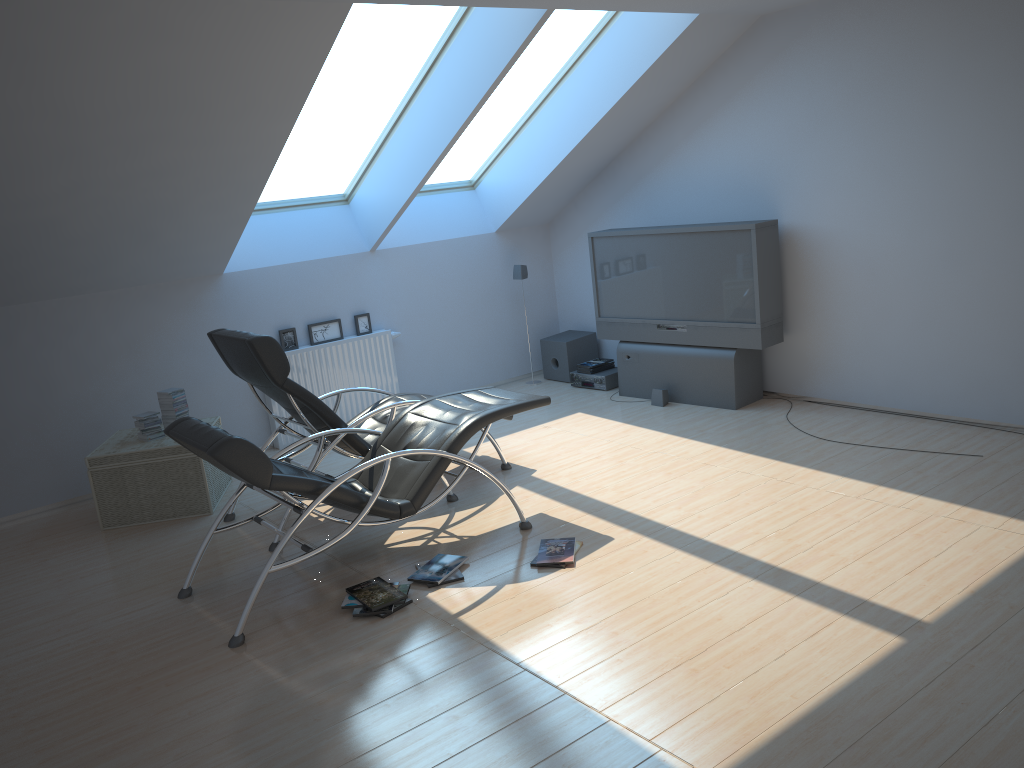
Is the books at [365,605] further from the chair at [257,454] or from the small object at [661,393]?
the small object at [661,393]

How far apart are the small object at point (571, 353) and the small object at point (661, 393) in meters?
1.3

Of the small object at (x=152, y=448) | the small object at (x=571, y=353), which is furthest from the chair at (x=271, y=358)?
the small object at (x=571, y=353)

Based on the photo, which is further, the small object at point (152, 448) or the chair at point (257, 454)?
the small object at point (152, 448)

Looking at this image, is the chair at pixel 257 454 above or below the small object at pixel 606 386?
above

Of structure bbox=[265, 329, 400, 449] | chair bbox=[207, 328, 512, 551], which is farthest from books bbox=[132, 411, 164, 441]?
structure bbox=[265, 329, 400, 449]

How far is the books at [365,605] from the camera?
4.24m

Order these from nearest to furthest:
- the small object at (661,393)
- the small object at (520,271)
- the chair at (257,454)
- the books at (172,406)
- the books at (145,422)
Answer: the chair at (257,454)
the books at (145,422)
the books at (172,406)
the small object at (661,393)
the small object at (520,271)

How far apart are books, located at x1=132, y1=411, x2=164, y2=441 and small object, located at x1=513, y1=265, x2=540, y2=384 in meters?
3.7

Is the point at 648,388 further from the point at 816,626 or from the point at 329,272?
the point at 816,626
